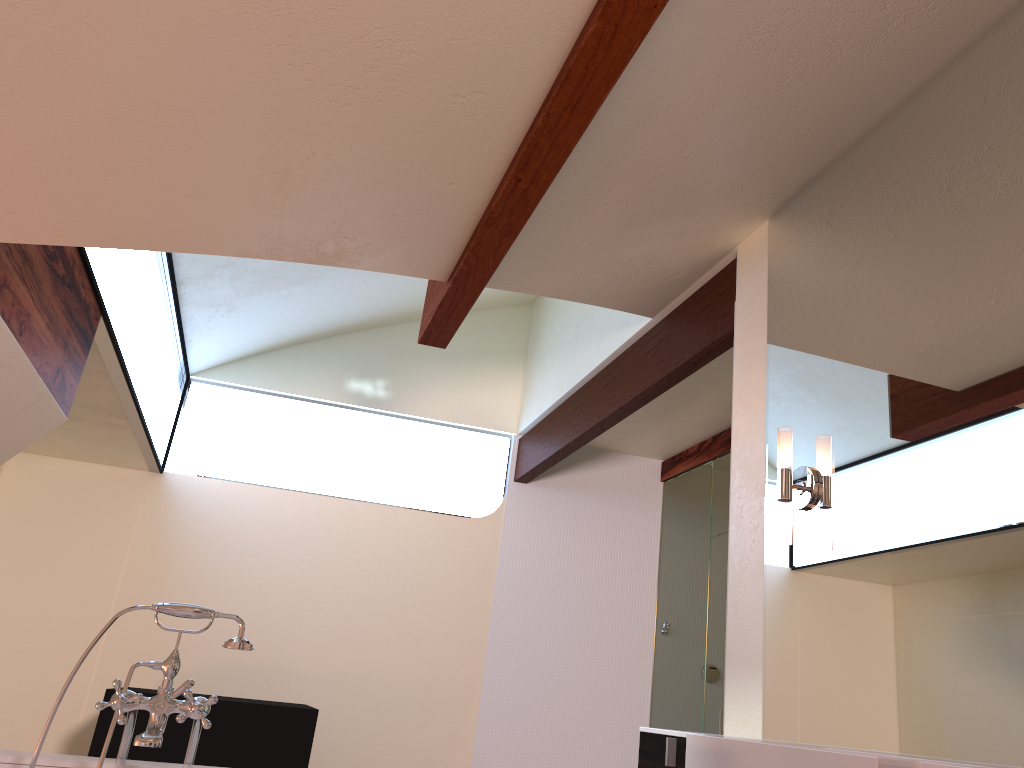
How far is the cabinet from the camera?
2.08m

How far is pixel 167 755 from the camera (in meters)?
3.62

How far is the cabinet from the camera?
2.1m

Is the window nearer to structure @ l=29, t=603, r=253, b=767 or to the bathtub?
structure @ l=29, t=603, r=253, b=767

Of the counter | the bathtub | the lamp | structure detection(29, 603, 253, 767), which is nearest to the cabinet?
the counter

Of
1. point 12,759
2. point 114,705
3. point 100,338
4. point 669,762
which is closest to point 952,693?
point 669,762

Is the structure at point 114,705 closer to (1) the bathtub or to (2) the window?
(1) the bathtub

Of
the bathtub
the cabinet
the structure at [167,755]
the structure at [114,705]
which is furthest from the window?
the cabinet

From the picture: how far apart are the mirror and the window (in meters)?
2.04

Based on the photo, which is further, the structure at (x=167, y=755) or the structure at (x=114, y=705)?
the structure at (x=167, y=755)
